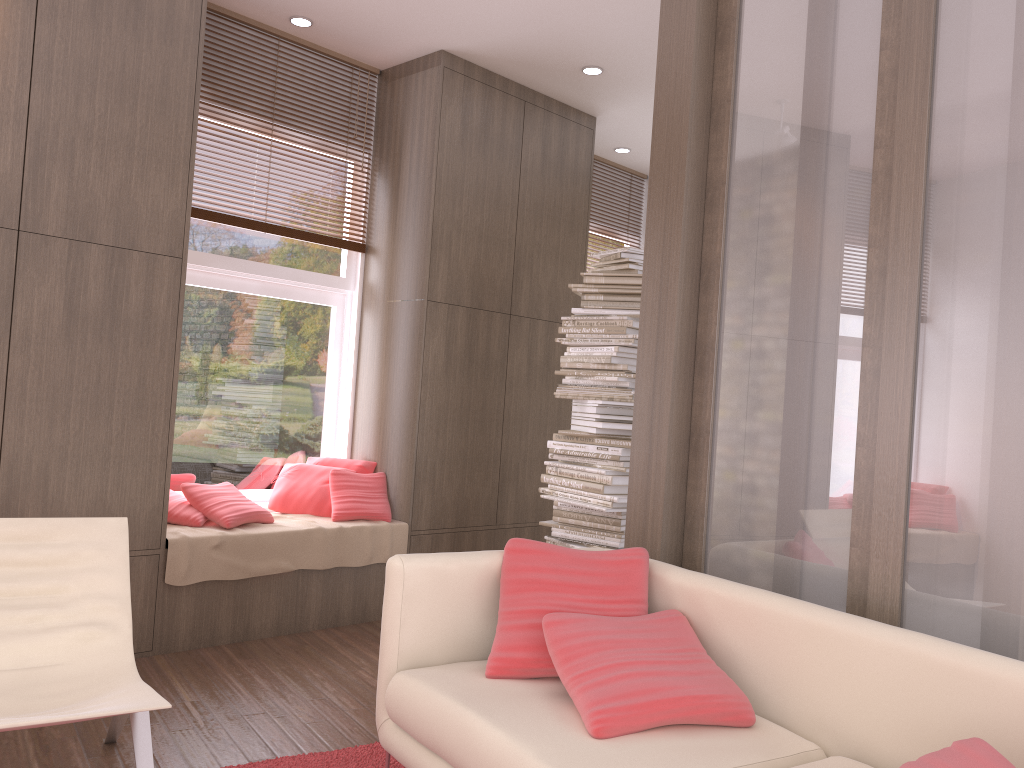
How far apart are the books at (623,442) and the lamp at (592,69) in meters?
2.2 m

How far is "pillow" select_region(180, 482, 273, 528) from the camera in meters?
4.4

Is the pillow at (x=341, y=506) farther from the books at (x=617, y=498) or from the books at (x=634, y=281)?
the books at (x=634, y=281)

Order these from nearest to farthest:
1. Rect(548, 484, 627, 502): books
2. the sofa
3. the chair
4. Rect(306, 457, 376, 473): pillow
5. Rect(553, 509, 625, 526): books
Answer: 1. the sofa
2. the chair
3. Rect(548, 484, 627, 502): books
4. Rect(553, 509, 625, 526): books
5. Rect(306, 457, 376, 473): pillow

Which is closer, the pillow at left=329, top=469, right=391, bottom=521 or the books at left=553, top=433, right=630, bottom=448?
the books at left=553, top=433, right=630, bottom=448

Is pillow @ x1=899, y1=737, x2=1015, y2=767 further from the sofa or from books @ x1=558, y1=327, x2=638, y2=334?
books @ x1=558, y1=327, x2=638, y2=334

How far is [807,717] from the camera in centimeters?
234cm

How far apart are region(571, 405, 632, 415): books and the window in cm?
151

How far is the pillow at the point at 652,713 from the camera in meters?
2.2 m

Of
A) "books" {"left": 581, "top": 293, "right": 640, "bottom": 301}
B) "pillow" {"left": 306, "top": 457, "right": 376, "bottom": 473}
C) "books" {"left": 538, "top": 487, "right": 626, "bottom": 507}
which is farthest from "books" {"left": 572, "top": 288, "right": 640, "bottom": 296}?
"pillow" {"left": 306, "top": 457, "right": 376, "bottom": 473}
